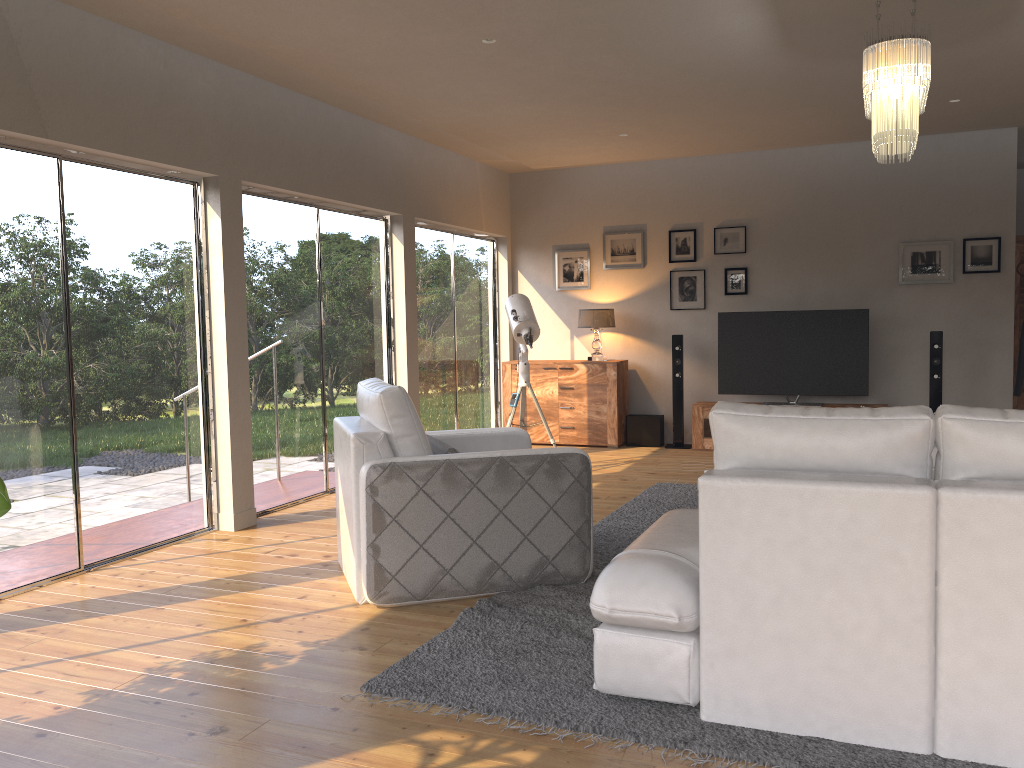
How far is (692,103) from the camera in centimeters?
621cm

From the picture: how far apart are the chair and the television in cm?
393

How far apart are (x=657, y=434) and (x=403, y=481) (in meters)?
5.12

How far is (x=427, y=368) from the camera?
7.95m

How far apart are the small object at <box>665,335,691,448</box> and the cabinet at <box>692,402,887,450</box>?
0.2 meters

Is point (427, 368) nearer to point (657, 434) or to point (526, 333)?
point (526, 333)

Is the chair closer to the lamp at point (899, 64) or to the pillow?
the pillow

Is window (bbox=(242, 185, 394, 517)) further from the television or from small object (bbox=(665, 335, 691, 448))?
the television

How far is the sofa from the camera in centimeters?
237cm

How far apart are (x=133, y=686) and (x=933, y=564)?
2.60m
